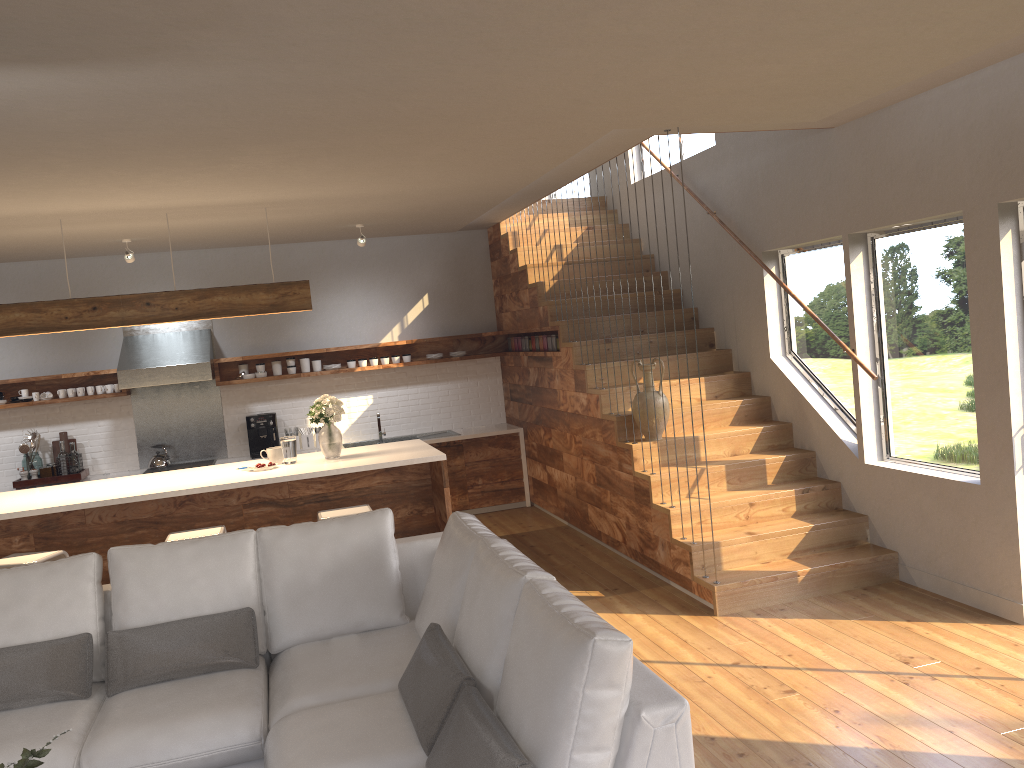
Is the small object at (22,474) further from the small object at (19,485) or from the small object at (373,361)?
the small object at (373,361)

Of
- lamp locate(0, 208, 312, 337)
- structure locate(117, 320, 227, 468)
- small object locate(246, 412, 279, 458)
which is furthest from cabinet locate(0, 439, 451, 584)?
small object locate(246, 412, 279, 458)

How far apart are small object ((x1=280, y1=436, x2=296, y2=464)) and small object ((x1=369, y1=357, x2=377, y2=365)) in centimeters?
265cm

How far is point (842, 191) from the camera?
5.5m

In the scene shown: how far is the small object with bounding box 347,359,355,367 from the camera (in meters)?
8.63

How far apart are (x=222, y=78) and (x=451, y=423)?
6.14m

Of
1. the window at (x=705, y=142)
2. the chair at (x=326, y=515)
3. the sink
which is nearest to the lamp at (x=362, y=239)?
the sink

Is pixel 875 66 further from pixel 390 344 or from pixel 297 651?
pixel 390 344

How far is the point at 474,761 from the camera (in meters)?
2.36

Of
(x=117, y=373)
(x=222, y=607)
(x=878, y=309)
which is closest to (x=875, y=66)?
(x=878, y=309)
